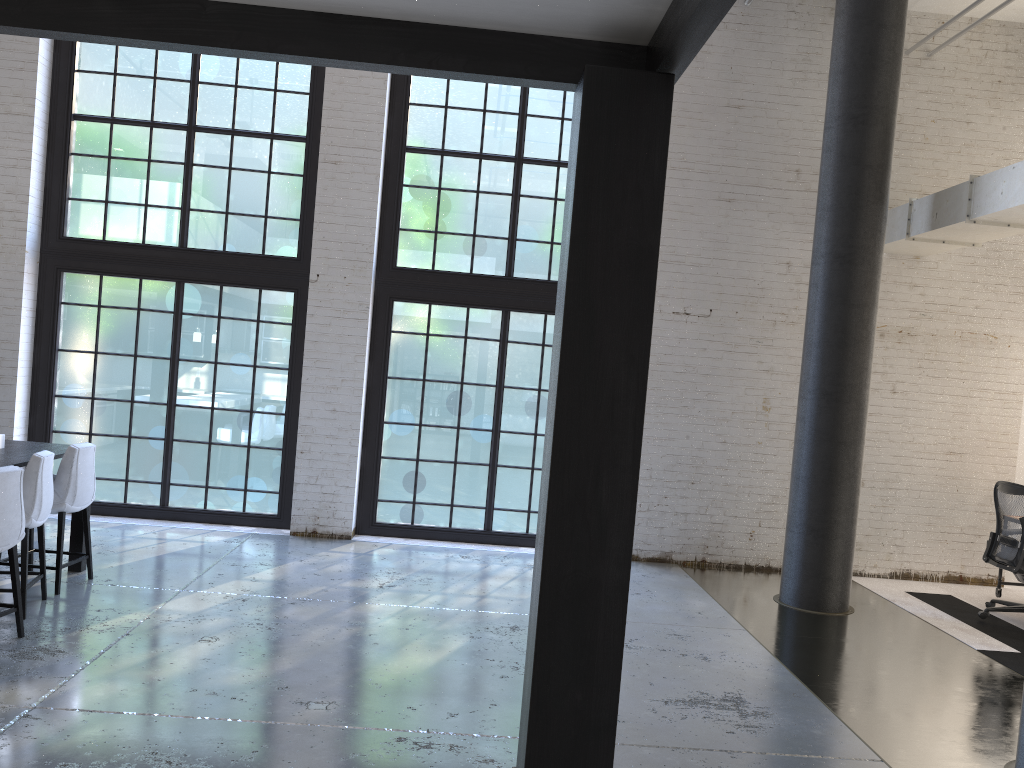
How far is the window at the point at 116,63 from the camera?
8.1m

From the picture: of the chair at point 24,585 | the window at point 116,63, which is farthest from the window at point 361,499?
the chair at point 24,585

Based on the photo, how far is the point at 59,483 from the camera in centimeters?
558cm

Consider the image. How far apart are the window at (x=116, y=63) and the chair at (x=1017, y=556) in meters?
5.9

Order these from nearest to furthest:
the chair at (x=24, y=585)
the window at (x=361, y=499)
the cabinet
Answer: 1. the chair at (x=24, y=585)
2. the cabinet
3. the window at (x=361, y=499)

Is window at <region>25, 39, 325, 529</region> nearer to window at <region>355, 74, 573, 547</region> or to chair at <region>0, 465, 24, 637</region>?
window at <region>355, 74, 573, 547</region>

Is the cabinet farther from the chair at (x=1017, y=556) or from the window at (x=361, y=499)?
the chair at (x=1017, y=556)

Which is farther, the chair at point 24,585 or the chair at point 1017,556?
the chair at point 1017,556

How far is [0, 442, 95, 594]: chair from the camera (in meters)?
5.58

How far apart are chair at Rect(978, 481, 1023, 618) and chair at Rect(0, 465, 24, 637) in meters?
6.7
